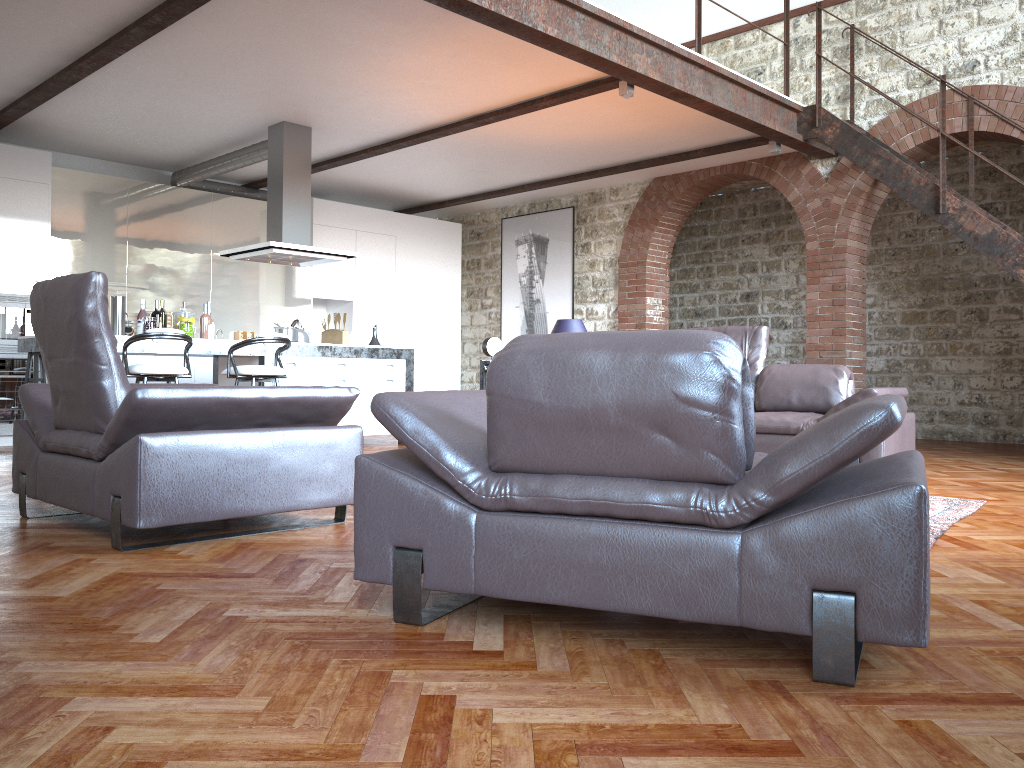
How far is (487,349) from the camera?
4.52m

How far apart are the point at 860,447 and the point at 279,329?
6.5 meters

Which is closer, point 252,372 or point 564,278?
point 252,372

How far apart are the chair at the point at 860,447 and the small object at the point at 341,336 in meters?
5.6

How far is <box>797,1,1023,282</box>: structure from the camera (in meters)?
6.87

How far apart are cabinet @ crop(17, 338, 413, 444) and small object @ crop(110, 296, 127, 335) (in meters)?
0.54

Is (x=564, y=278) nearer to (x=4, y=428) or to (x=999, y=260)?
(x=999, y=260)

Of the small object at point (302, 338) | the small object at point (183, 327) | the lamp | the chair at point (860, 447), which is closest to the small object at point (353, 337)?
the small object at point (302, 338)

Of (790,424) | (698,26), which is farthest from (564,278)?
(790,424)

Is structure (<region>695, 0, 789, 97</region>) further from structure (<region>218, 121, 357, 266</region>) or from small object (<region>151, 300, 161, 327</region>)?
small object (<region>151, 300, 161, 327</region>)
